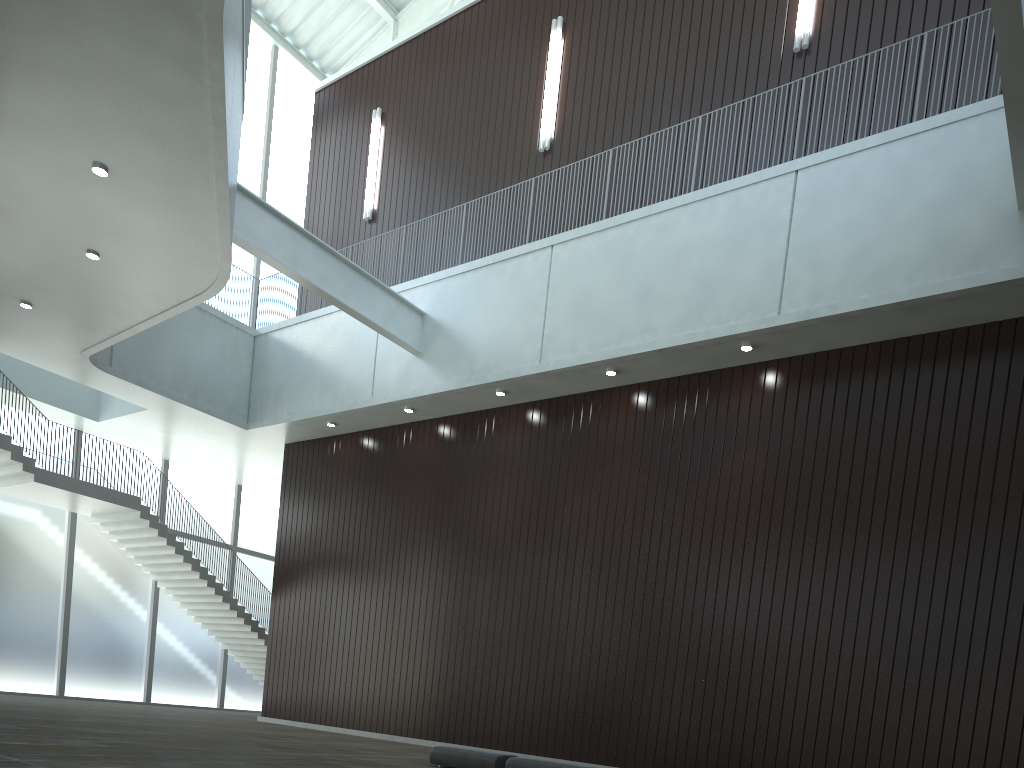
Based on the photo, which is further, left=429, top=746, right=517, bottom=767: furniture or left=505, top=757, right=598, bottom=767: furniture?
left=429, top=746, right=517, bottom=767: furniture

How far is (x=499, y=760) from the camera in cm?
3320

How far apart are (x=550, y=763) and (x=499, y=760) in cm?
273

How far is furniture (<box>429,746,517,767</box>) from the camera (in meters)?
33.20

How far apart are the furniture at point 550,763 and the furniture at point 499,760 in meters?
0.7 m

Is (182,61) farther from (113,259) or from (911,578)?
(911,578)

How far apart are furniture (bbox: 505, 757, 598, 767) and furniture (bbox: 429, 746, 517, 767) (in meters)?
0.73

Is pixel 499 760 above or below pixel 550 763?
below

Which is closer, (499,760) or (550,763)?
(550,763)

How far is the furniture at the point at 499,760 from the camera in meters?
33.2
